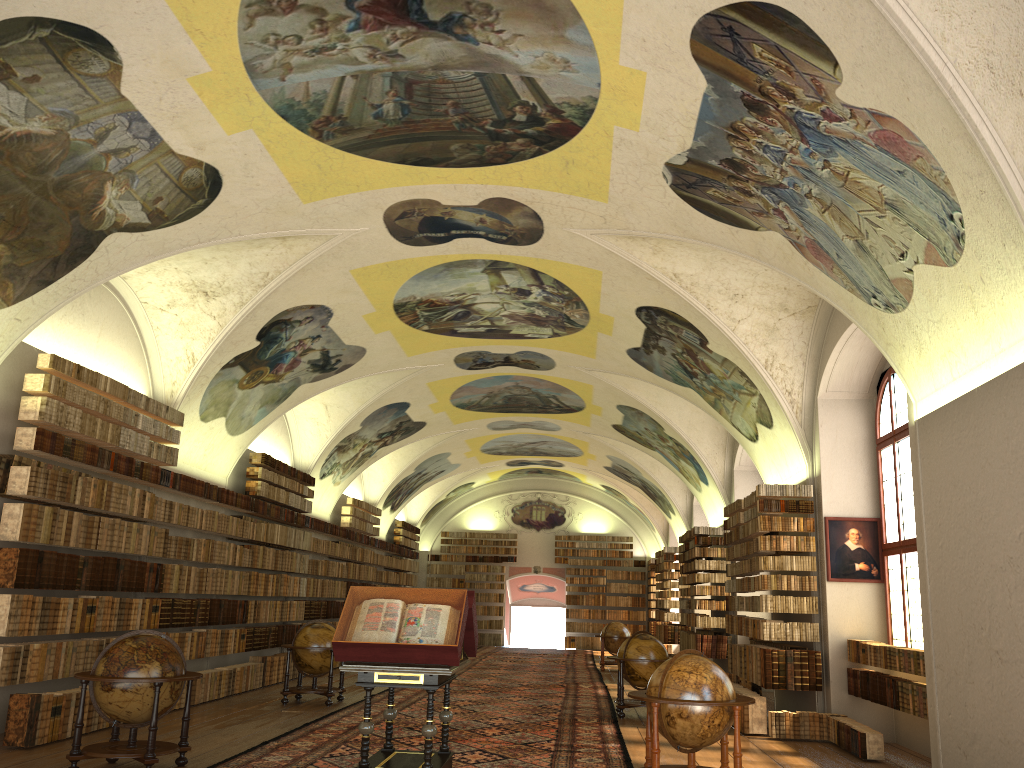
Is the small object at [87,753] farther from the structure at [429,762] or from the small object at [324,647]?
the small object at [324,647]

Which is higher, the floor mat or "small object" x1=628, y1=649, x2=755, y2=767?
"small object" x1=628, y1=649, x2=755, y2=767

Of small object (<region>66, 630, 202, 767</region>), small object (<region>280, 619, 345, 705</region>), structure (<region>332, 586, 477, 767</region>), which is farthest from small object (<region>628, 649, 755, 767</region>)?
small object (<region>280, 619, 345, 705</region>)

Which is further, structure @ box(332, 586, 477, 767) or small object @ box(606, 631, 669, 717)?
small object @ box(606, 631, 669, 717)

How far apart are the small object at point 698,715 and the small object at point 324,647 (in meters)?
7.72

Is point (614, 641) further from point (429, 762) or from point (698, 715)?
point (429, 762)

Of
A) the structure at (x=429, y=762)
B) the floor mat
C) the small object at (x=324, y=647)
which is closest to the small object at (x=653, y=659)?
the floor mat

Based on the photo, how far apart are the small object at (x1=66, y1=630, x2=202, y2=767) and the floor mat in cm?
44

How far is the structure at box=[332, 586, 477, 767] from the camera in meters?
8.6

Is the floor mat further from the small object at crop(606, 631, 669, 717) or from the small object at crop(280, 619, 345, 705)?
the small object at crop(280, 619, 345, 705)
